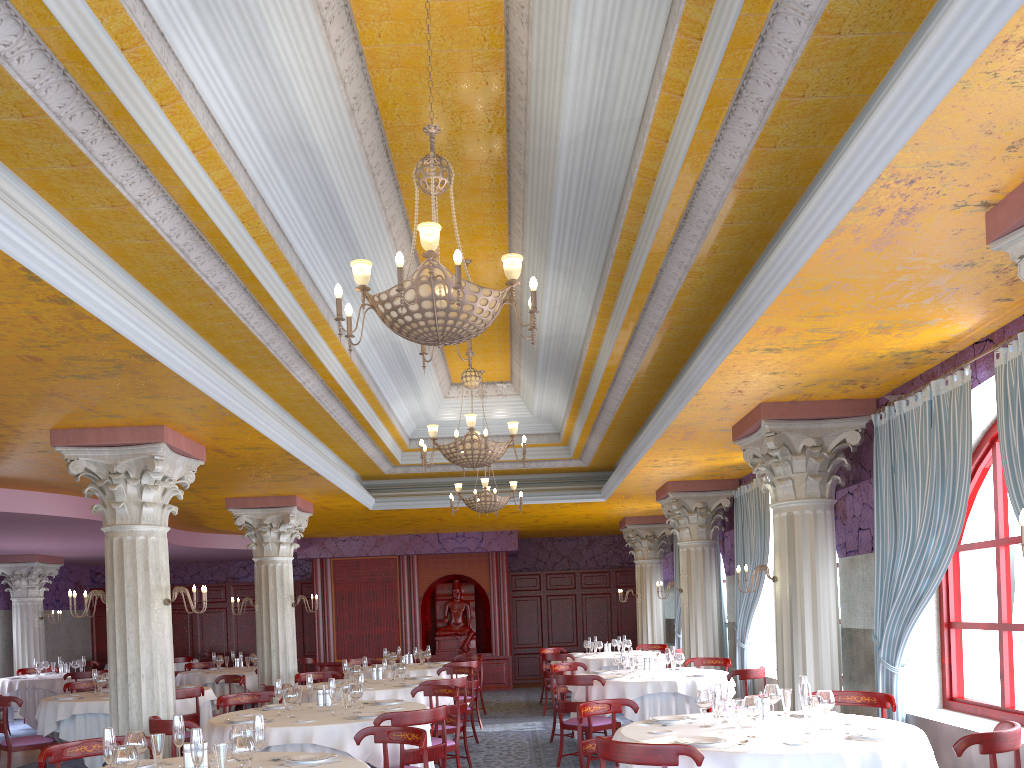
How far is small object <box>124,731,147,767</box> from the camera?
4.5 meters

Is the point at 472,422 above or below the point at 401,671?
above

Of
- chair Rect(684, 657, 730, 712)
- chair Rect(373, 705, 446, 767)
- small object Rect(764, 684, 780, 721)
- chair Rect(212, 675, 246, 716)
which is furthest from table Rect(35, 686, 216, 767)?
small object Rect(764, 684, 780, 721)

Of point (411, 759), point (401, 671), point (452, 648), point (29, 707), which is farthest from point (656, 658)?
point (29, 707)

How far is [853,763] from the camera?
4.57m

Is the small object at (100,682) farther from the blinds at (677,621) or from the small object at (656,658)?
the blinds at (677,621)

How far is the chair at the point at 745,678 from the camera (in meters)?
9.15

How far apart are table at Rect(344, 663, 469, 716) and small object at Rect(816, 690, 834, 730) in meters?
8.3

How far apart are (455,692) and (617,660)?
3.0 meters

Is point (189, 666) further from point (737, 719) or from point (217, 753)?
point (737, 719)
